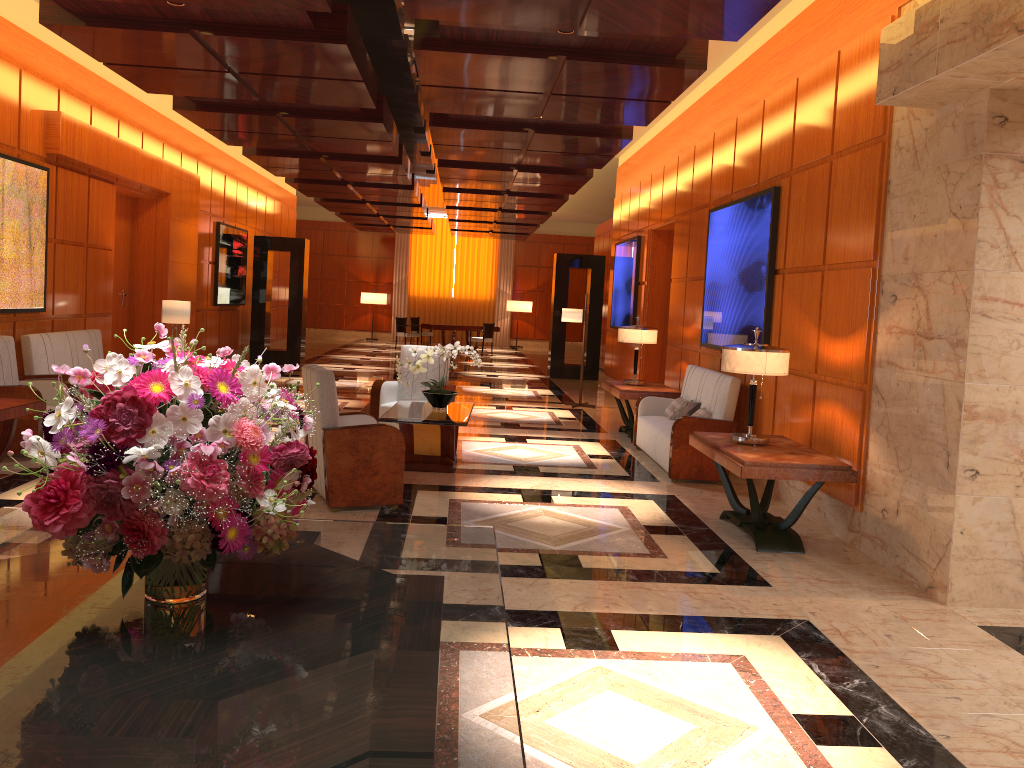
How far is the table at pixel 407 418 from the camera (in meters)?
7.29

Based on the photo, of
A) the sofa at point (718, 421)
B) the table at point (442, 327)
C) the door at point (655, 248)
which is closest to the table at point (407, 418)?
the sofa at point (718, 421)

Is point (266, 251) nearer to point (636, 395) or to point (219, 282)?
point (219, 282)

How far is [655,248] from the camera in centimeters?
1273cm

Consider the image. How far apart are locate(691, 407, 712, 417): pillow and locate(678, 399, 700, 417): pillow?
0.3m

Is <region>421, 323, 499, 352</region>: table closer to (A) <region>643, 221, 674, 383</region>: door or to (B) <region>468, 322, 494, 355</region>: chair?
(B) <region>468, 322, 494, 355</region>: chair

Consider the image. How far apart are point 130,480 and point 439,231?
27.3m

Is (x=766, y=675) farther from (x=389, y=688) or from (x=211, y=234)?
(x=211, y=234)

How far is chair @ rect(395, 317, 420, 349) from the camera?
24.0m

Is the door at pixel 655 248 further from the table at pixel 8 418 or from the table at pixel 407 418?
the table at pixel 8 418
